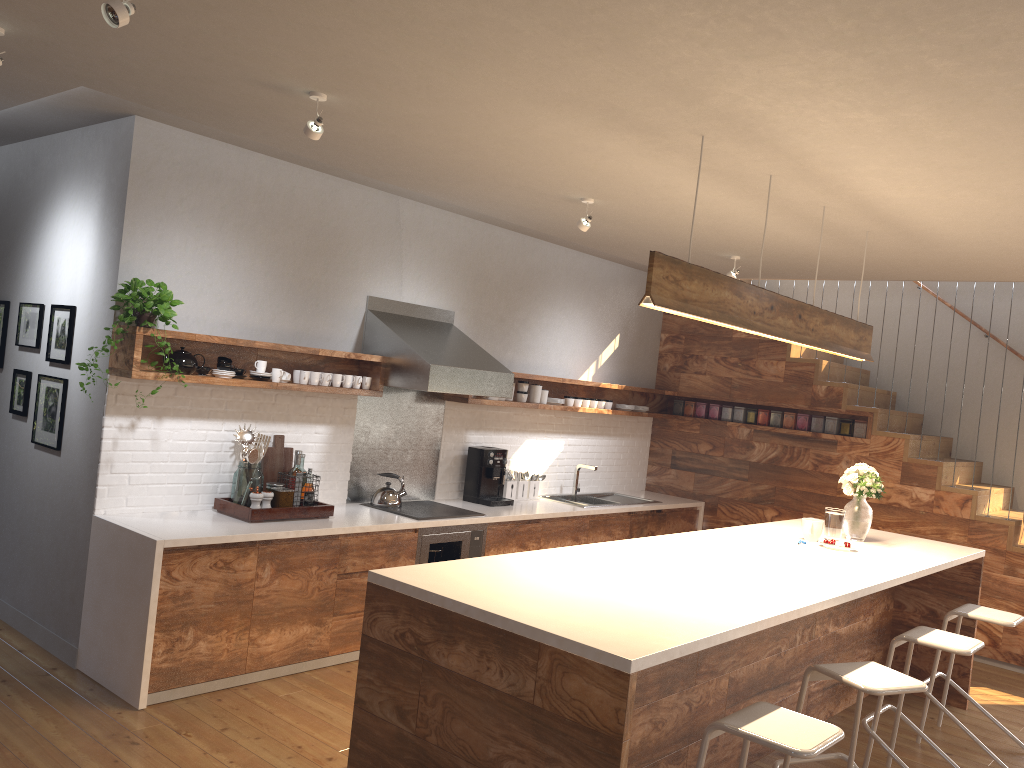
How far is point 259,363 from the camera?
4.9 meters

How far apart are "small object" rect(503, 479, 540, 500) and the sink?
0.38m

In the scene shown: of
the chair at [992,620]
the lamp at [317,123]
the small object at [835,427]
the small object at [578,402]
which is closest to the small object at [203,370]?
the lamp at [317,123]

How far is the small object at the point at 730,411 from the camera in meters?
7.9 m

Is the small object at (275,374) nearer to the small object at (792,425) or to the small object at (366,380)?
the small object at (366,380)

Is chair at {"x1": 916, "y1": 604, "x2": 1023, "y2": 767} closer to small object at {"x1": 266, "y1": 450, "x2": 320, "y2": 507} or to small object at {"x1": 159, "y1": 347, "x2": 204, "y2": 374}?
small object at {"x1": 266, "y1": 450, "x2": 320, "y2": 507}

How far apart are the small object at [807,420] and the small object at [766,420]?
0.3m

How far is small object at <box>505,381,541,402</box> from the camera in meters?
6.7

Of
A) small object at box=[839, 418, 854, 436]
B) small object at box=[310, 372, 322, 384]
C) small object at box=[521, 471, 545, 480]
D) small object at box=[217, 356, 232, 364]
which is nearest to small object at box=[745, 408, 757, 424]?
small object at box=[839, 418, 854, 436]

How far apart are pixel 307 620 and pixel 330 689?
0.39m
